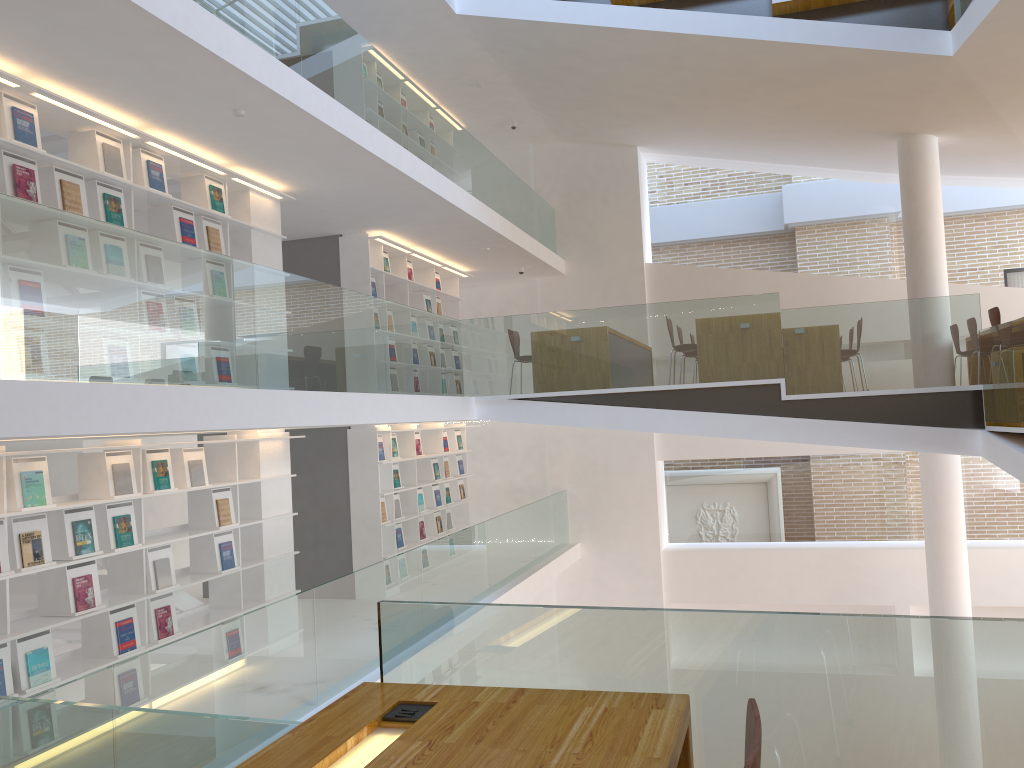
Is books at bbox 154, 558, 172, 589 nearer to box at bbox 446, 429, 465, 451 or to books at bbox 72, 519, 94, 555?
books at bbox 72, 519, 94, 555

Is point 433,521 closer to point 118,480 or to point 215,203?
point 215,203

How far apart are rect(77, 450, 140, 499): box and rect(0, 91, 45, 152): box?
1.9m

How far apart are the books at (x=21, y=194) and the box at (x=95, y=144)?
0.57m

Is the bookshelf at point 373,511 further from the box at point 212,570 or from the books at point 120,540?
the books at point 120,540

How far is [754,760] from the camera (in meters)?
1.29

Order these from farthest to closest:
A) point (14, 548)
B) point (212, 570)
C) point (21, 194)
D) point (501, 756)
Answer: point (212, 570)
point (21, 194)
point (14, 548)
point (501, 756)

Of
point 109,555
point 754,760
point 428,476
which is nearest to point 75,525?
point 109,555

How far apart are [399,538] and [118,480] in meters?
4.5

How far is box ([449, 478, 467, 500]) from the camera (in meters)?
11.79
